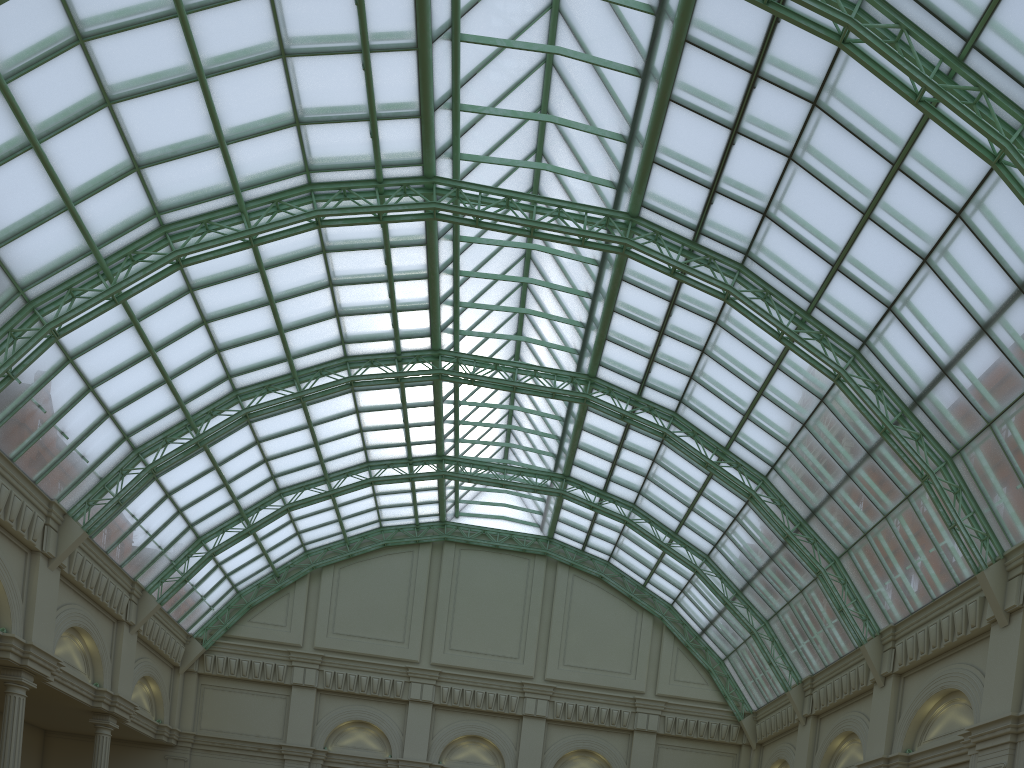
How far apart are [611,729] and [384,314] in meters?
28.1
